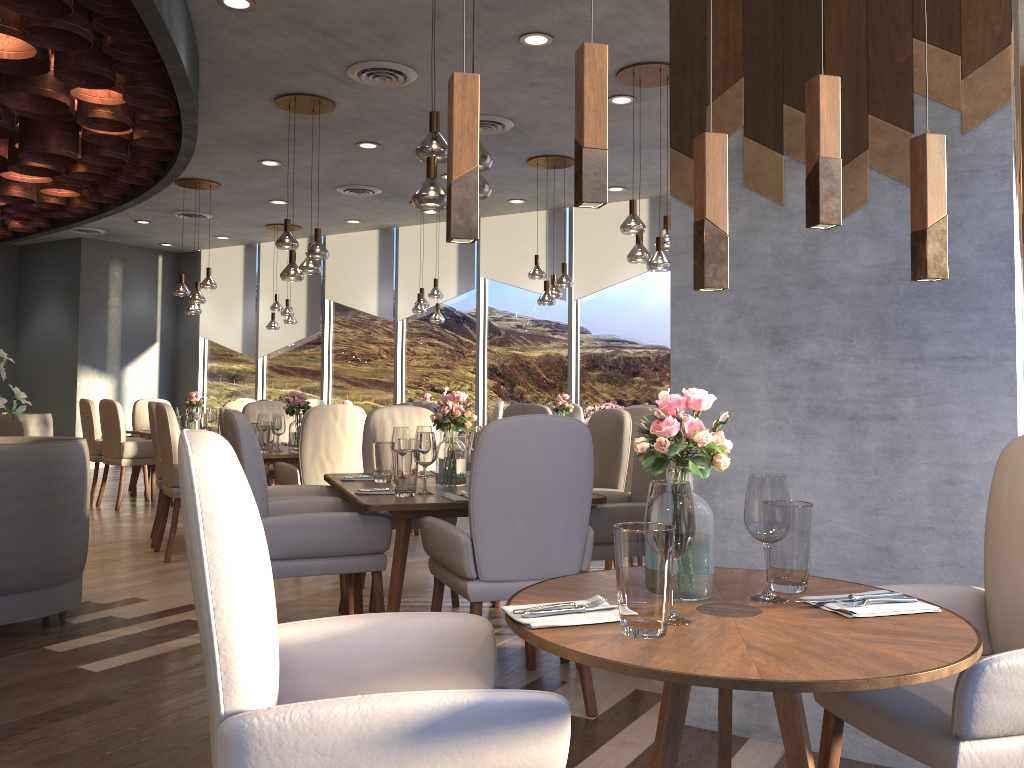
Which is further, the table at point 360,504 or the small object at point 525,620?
the table at point 360,504

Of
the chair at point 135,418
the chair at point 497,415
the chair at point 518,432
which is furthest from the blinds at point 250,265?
the chair at point 518,432

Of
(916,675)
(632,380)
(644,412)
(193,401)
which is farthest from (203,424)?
(916,675)

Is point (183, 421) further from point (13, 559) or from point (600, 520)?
point (600, 520)

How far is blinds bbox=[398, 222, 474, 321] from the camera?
10.8m

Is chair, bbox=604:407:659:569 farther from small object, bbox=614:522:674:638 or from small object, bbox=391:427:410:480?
small object, bbox=614:522:674:638

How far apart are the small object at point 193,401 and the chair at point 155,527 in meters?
2.8 m

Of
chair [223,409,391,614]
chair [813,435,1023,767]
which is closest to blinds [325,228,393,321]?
chair [223,409,391,614]

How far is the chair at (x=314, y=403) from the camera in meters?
10.7

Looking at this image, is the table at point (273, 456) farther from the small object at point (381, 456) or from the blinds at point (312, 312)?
the blinds at point (312, 312)
